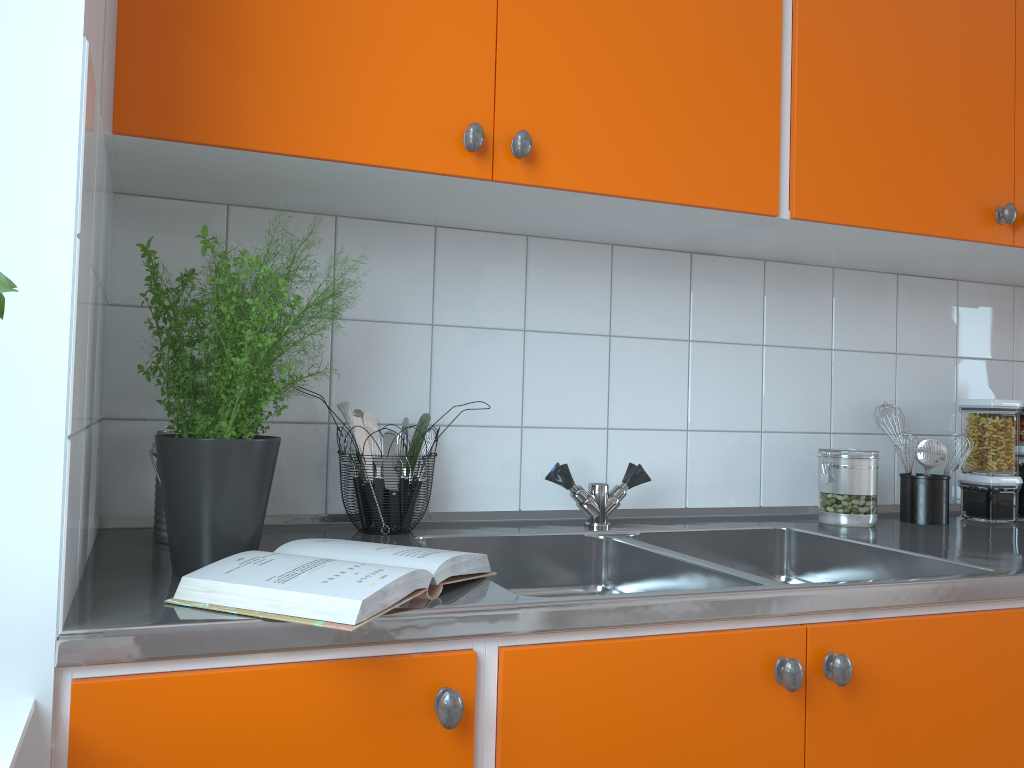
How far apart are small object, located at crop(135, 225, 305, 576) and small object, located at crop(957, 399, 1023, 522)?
1.5m

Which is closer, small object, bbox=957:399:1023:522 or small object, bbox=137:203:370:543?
small object, bbox=137:203:370:543

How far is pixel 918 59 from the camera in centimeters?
162cm

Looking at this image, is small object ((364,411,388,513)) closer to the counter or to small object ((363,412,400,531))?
small object ((363,412,400,531))

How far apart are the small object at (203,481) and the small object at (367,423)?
0.4m

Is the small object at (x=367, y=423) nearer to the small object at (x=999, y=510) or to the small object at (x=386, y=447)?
the small object at (x=386, y=447)

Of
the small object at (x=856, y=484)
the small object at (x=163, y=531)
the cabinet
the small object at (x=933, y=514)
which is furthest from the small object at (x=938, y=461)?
the small object at (x=163, y=531)

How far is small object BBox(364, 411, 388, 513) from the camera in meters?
1.6

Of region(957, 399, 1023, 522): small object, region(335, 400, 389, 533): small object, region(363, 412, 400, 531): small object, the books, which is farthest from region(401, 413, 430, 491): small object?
region(957, 399, 1023, 522): small object

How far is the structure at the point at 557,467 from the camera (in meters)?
1.60
